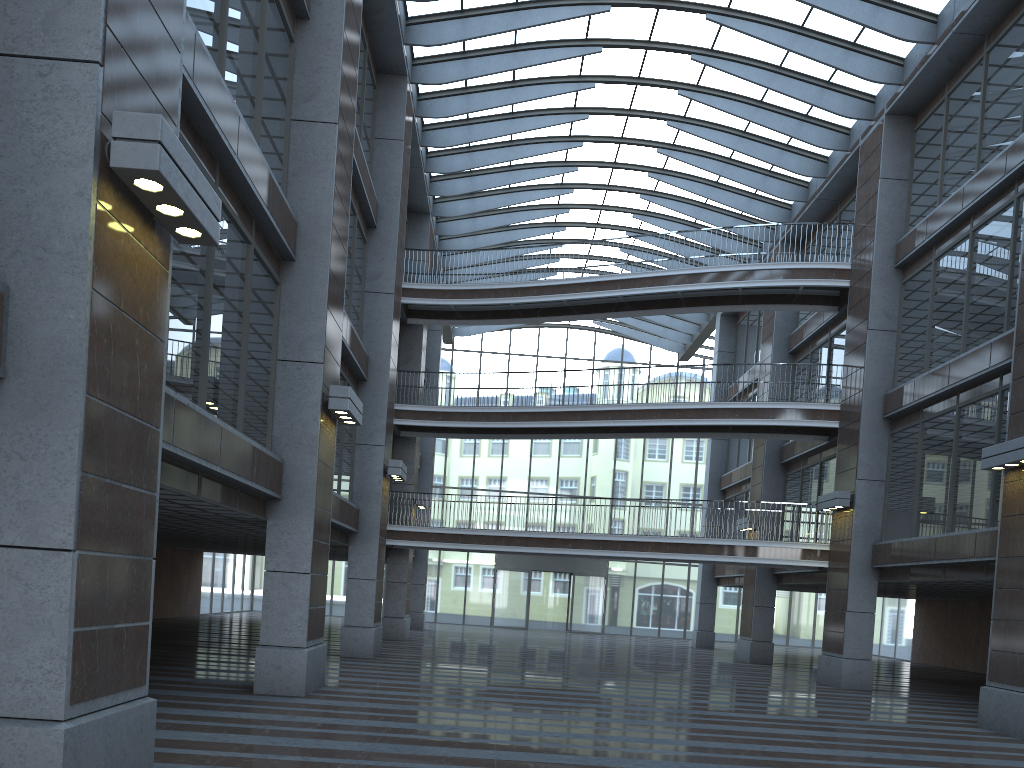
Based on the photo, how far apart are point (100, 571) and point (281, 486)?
7.1 meters
